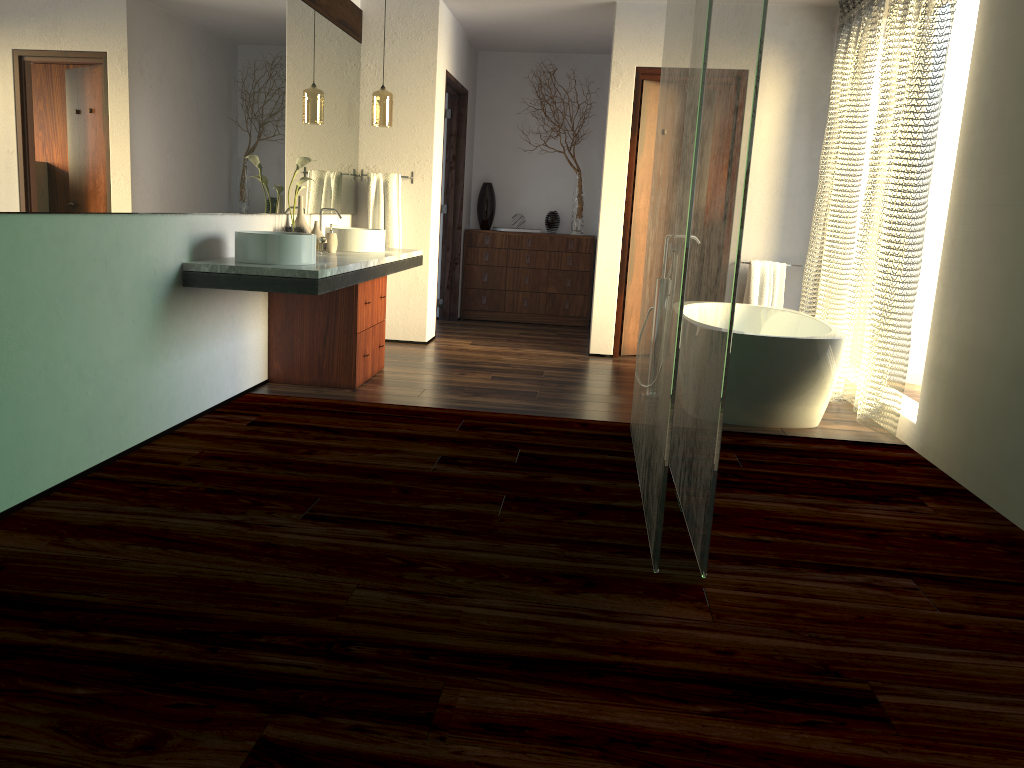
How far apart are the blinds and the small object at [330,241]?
2.80m

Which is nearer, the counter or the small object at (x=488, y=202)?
the counter

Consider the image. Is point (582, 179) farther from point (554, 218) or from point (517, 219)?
point (517, 219)

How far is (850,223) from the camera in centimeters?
513cm

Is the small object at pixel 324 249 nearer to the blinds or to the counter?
Result: the counter

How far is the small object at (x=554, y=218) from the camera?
7.85m

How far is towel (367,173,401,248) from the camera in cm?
605

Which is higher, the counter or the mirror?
the mirror

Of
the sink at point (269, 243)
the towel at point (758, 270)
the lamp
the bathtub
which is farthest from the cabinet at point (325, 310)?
the towel at point (758, 270)

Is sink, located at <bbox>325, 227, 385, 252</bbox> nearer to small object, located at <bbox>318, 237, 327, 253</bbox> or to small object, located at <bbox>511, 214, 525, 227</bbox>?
small object, located at <bbox>511, 214, 525, 227</bbox>
